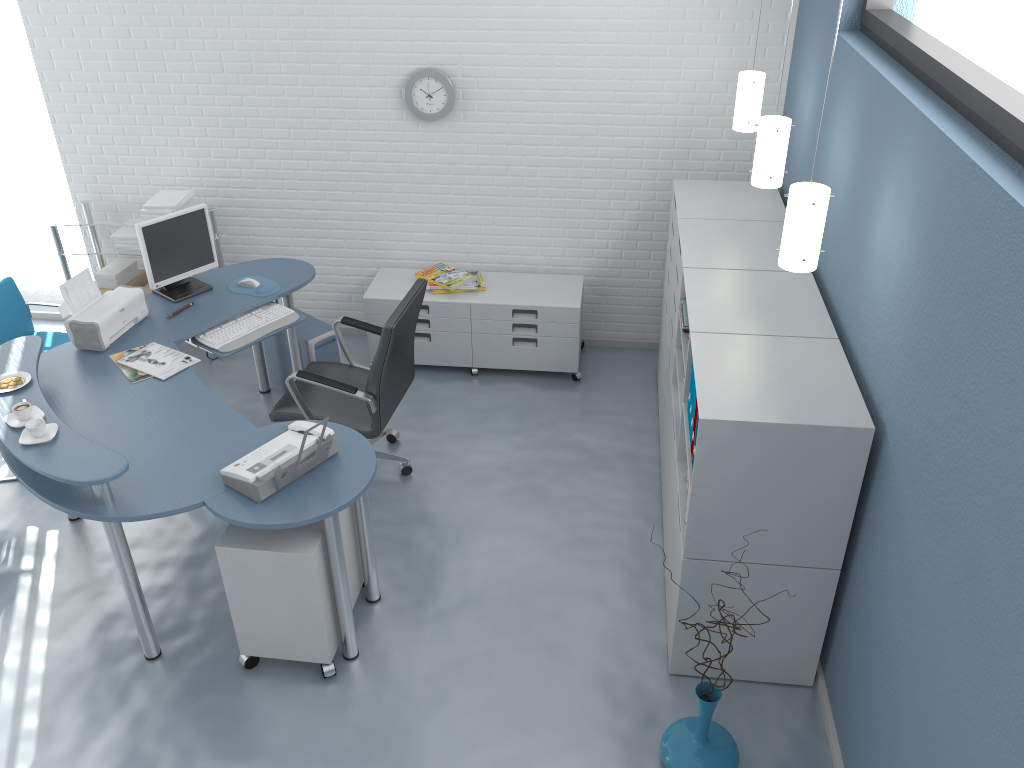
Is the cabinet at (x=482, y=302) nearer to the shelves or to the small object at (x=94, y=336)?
the shelves

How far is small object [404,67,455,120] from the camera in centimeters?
474cm

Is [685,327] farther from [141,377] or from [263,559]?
[141,377]

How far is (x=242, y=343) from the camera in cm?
410

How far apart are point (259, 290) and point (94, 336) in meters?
0.8 m

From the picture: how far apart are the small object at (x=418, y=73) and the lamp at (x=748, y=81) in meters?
1.5

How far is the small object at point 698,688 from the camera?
2.86m

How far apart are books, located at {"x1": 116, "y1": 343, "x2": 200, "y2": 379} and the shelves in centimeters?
143cm

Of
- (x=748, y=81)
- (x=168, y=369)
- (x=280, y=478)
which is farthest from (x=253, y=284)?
(x=748, y=81)

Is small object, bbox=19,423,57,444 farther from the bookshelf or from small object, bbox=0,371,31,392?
the bookshelf
